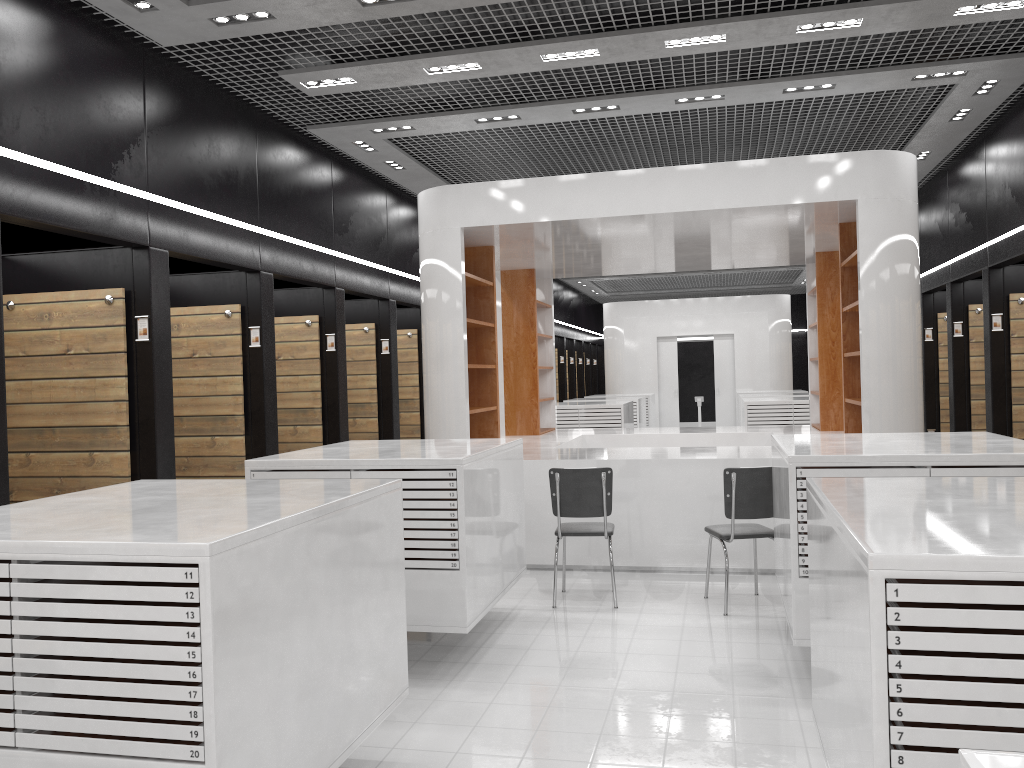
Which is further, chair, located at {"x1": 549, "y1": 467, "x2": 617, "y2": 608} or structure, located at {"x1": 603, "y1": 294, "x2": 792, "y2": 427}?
structure, located at {"x1": 603, "y1": 294, "x2": 792, "y2": 427}

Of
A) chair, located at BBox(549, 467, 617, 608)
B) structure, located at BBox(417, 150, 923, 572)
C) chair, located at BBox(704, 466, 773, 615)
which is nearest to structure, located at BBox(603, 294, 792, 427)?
structure, located at BBox(417, 150, 923, 572)

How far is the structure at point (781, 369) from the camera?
A: 19.8m

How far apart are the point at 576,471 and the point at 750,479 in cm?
118

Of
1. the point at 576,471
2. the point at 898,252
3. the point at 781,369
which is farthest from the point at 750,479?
the point at 781,369

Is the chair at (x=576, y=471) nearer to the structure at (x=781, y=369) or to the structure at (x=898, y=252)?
the structure at (x=898, y=252)

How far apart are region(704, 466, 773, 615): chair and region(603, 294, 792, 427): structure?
14.1 meters

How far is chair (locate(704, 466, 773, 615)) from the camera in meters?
5.9 m

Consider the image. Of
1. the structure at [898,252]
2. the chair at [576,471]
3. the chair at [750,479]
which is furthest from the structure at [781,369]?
the chair at [750,479]

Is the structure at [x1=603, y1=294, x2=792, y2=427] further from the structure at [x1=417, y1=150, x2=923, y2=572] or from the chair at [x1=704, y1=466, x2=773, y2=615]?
the chair at [x1=704, y1=466, x2=773, y2=615]
